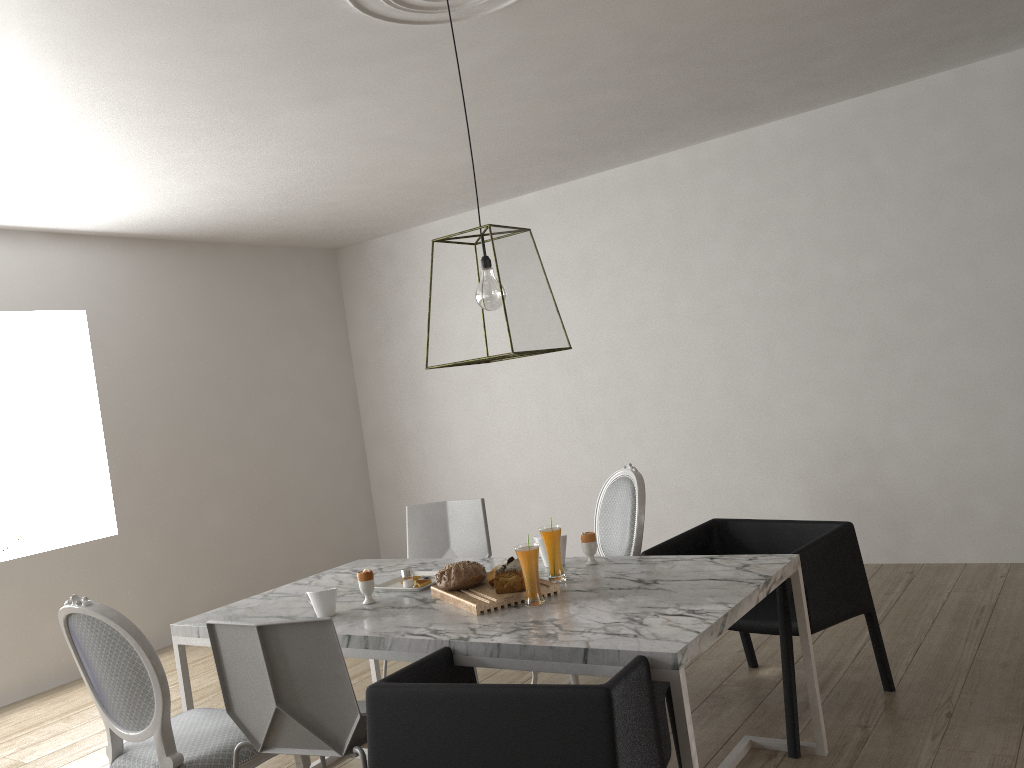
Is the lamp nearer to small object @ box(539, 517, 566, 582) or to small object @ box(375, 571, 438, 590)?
small object @ box(539, 517, 566, 582)

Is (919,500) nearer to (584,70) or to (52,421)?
(584,70)

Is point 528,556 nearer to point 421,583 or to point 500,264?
point 421,583

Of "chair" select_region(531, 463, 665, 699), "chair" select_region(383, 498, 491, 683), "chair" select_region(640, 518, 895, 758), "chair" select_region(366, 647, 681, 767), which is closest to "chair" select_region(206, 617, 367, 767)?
"chair" select_region(366, 647, 681, 767)

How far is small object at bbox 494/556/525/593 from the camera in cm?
Answer: 248

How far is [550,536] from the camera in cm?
265

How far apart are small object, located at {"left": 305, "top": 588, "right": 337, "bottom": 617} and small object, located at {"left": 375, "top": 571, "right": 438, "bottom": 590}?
0.30m

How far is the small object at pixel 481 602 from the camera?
2.4m

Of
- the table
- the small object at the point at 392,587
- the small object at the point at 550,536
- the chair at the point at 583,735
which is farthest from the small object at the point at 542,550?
the chair at the point at 583,735

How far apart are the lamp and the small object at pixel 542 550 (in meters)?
0.70
